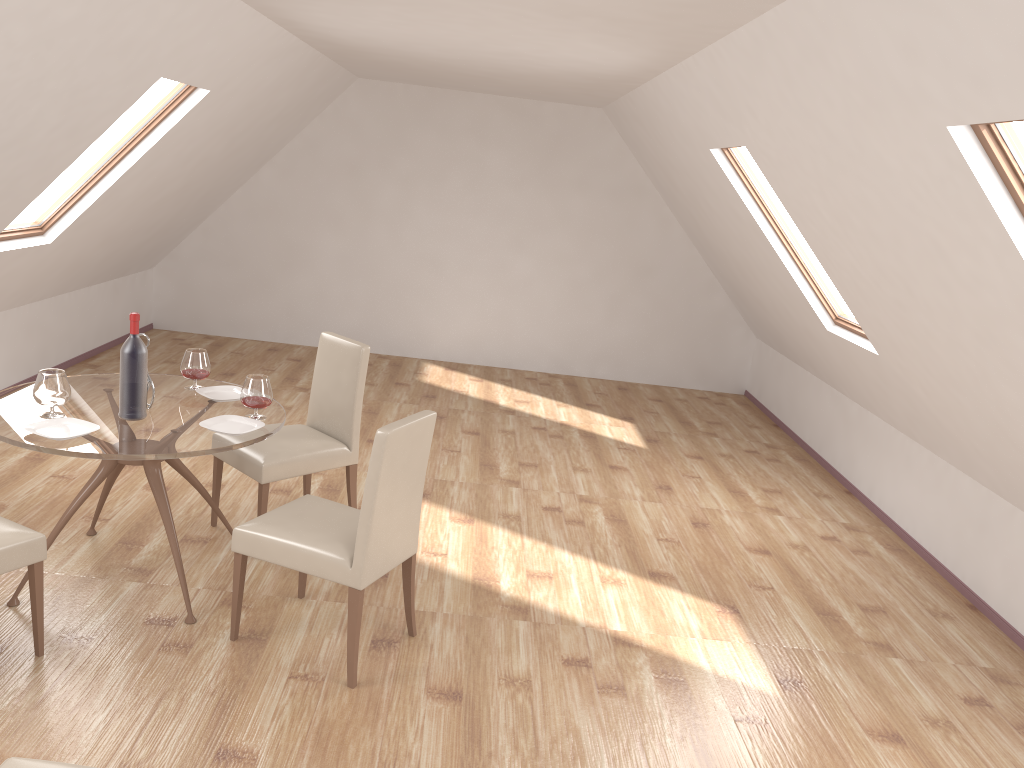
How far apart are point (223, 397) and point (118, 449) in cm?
82

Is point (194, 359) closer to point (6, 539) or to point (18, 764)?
point (6, 539)

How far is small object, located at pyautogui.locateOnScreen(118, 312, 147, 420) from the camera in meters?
3.5 m

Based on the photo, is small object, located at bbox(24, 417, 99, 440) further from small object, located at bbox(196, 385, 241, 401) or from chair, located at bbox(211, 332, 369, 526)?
chair, located at bbox(211, 332, 369, 526)

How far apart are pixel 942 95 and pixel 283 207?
7.0m

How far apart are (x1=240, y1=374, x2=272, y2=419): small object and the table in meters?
0.0 m

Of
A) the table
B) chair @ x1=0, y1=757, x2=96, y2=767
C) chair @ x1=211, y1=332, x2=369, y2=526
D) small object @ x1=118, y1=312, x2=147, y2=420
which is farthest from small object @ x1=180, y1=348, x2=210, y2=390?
chair @ x1=0, y1=757, x2=96, y2=767

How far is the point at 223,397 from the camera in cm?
404

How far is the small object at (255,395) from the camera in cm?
374

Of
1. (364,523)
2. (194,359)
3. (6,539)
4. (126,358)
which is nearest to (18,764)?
(6,539)
